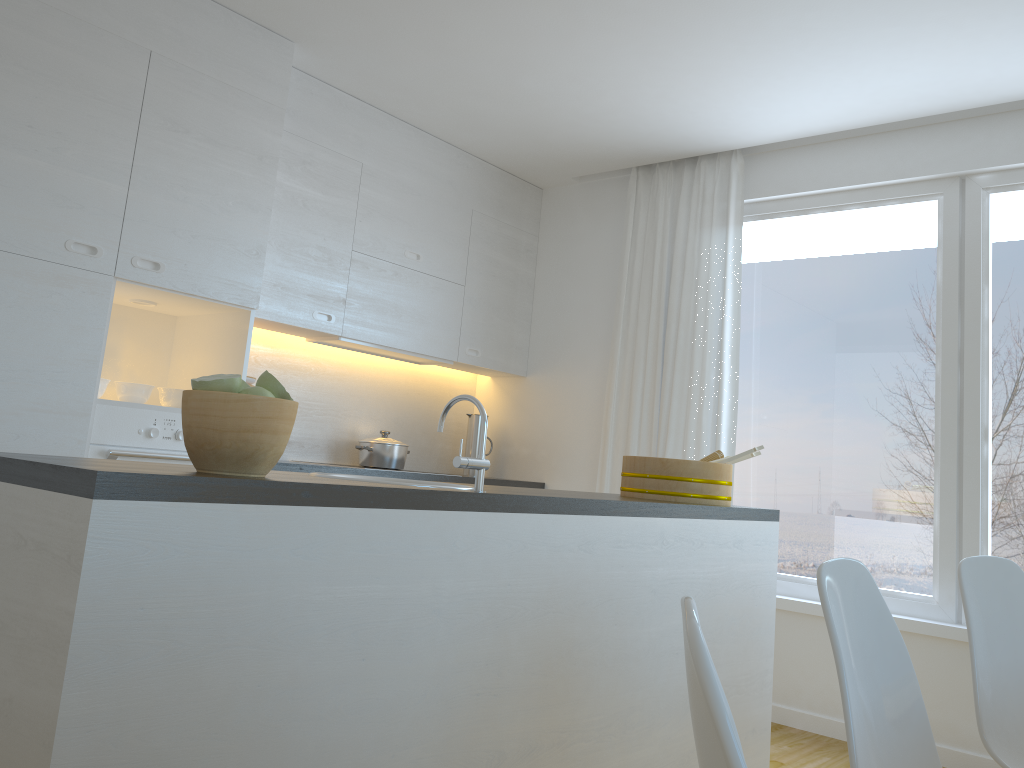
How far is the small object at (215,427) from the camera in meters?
1.5

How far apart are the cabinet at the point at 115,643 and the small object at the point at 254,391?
0.22m

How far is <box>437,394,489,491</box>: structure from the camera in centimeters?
192cm

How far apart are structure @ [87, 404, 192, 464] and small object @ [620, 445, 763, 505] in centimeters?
163cm

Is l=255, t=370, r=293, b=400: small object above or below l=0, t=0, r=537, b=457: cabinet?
below

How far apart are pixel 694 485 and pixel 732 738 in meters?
2.3 m

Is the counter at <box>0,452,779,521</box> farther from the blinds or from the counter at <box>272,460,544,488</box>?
the counter at <box>272,460,544,488</box>

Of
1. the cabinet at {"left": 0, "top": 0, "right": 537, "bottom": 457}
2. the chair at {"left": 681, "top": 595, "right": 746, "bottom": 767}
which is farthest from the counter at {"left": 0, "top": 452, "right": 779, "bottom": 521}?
the cabinet at {"left": 0, "top": 0, "right": 537, "bottom": 457}

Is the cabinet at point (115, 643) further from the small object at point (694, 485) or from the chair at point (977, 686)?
the chair at point (977, 686)

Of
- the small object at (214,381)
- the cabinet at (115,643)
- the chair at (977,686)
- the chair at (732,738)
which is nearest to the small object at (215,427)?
the small object at (214,381)
